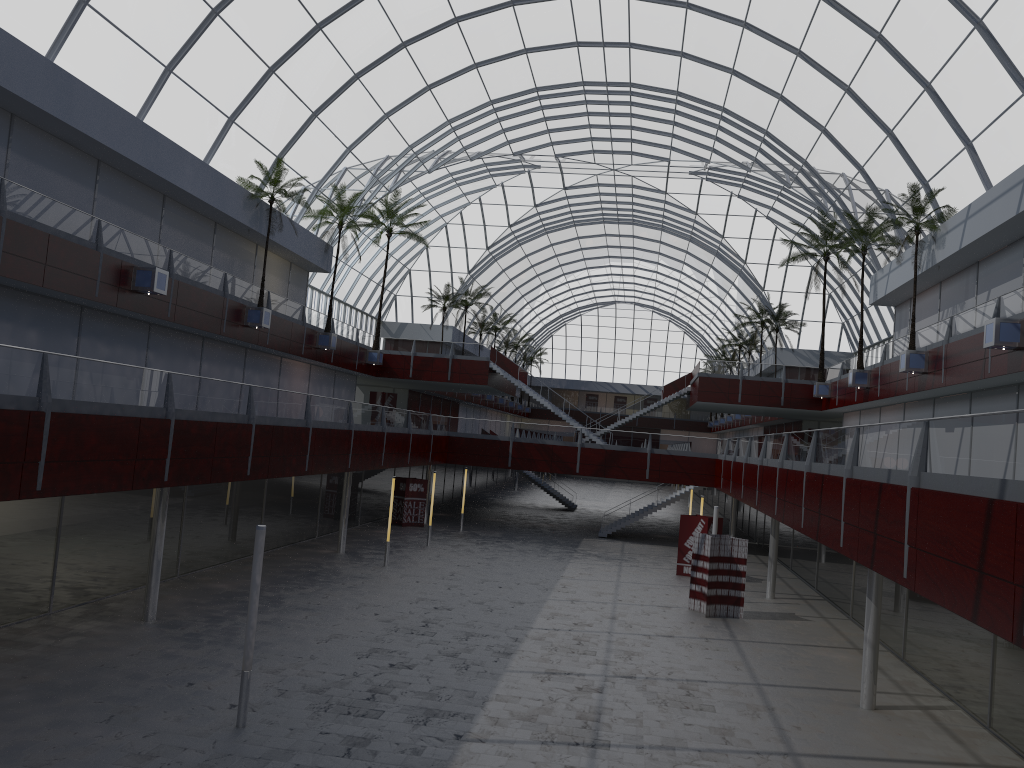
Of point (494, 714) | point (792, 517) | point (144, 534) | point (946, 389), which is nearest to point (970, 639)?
point (792, 517)
